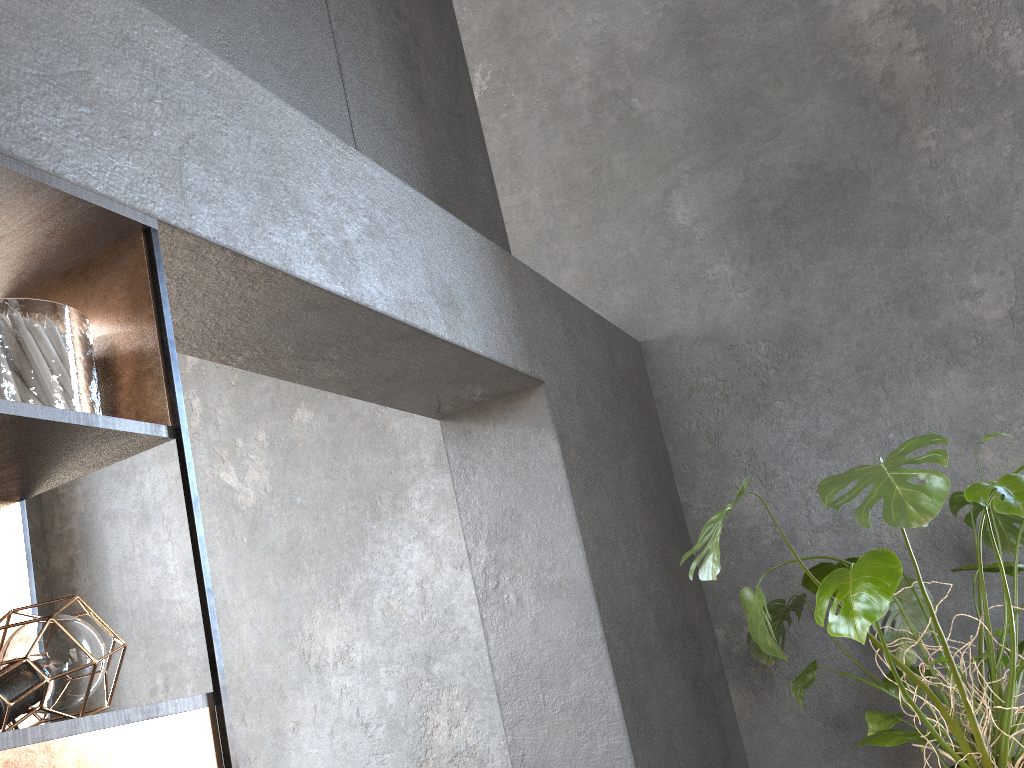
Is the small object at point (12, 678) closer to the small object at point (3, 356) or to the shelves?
the shelves

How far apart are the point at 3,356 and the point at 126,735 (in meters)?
0.58

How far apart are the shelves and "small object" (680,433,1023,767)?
1.2m

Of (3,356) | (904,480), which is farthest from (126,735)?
(904,480)

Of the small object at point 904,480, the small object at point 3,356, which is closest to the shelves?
the small object at point 3,356

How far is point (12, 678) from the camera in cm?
116

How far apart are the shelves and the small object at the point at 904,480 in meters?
1.2 m

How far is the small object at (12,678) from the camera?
1.2m

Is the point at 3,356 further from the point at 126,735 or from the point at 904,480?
the point at 904,480

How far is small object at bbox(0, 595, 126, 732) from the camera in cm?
116
